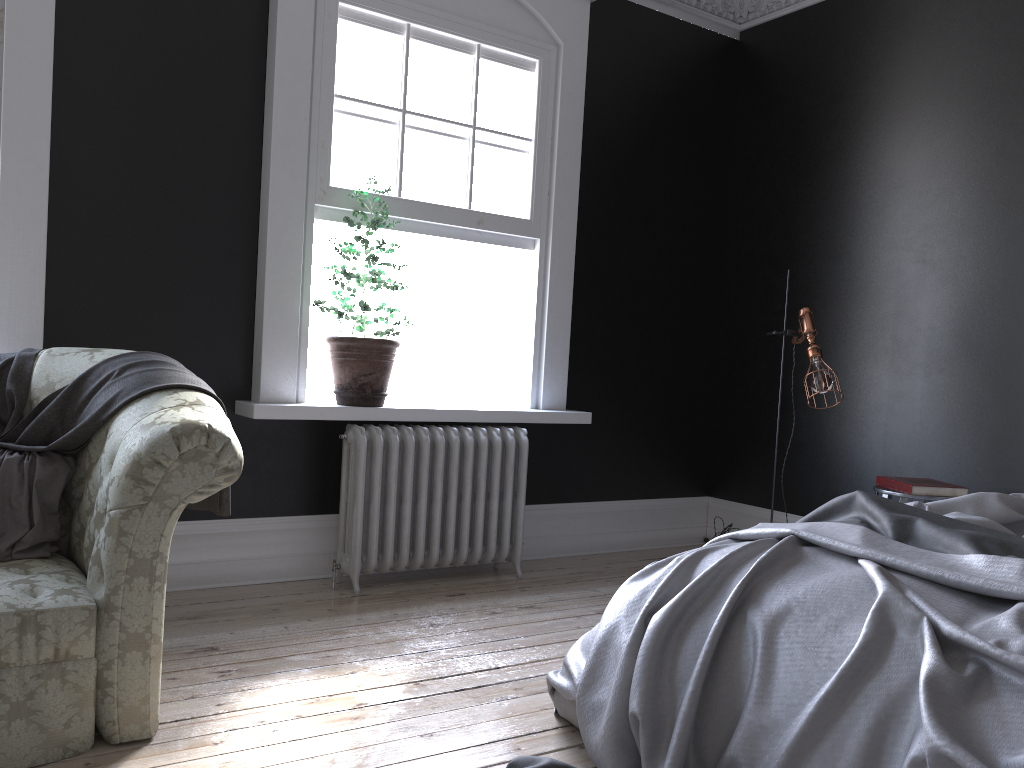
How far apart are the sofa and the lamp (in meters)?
2.90

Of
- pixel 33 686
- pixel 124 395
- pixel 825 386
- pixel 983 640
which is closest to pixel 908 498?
pixel 825 386

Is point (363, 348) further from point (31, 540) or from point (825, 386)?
point (825, 386)

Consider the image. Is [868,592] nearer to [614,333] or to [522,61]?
[614,333]

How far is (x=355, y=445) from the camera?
4.36m

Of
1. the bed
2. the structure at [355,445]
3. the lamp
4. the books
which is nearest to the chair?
the books

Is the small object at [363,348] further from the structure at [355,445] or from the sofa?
the sofa

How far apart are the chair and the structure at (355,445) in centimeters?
178cm

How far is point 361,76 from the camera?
4.5 meters

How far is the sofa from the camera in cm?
241
